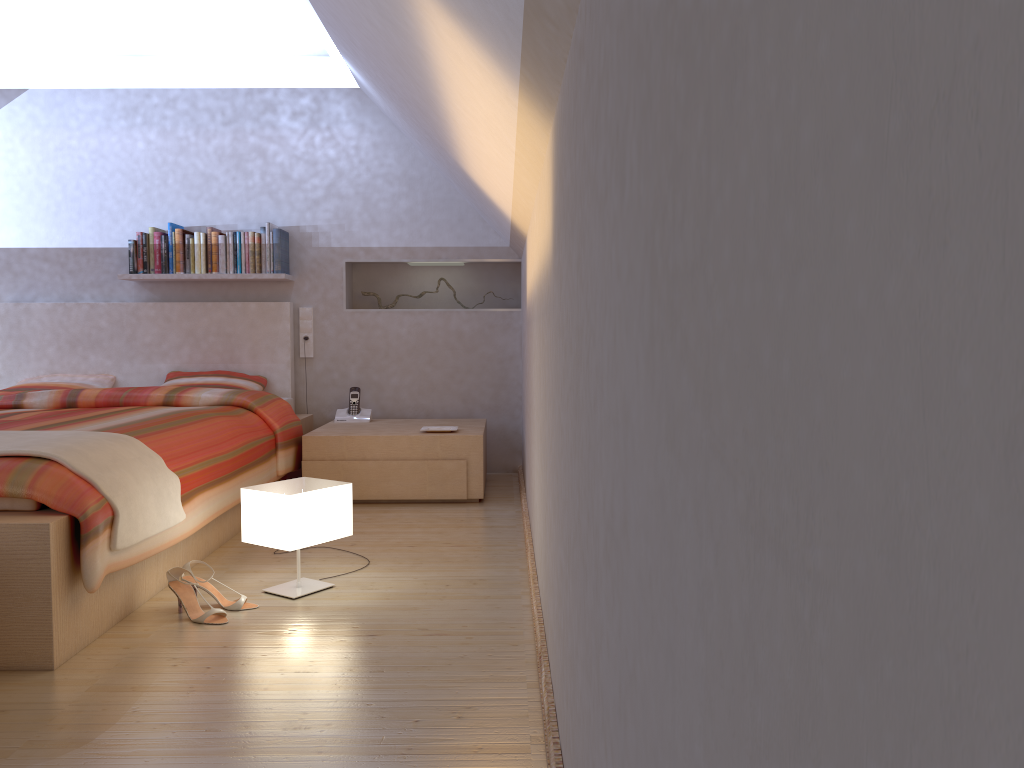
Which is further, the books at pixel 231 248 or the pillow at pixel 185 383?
the books at pixel 231 248

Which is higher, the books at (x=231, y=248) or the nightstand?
the books at (x=231, y=248)

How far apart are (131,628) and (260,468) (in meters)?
1.33

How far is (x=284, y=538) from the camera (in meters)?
2.64

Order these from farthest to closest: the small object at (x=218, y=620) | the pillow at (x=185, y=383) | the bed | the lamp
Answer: the pillow at (x=185, y=383) < the lamp < the small object at (x=218, y=620) < the bed

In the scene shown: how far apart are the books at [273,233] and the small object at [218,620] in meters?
2.6 m

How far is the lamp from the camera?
2.6m

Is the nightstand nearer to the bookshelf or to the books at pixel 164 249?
the bookshelf

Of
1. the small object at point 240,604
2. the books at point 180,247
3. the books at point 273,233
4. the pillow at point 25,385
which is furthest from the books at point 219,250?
the small object at point 240,604

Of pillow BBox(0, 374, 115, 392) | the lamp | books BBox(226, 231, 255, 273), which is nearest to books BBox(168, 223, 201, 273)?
books BBox(226, 231, 255, 273)
